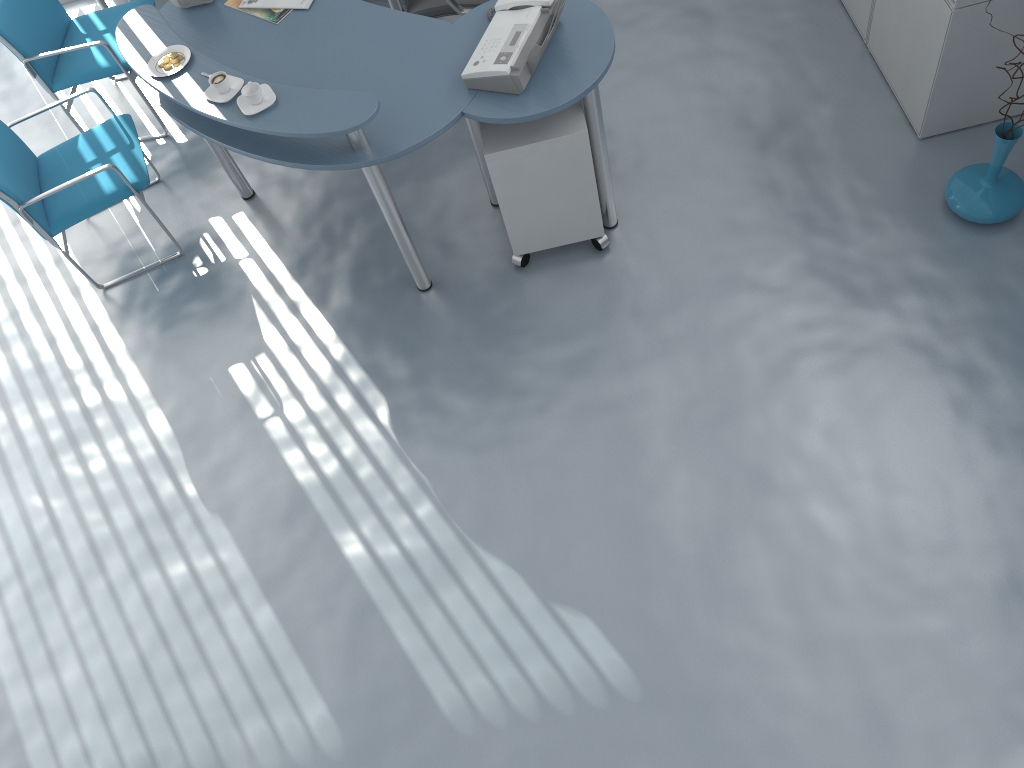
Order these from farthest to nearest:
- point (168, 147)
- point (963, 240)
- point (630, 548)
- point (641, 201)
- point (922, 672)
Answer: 1. point (168, 147)
2. point (641, 201)
3. point (963, 240)
4. point (630, 548)
5. point (922, 672)

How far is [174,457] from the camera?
3.30m

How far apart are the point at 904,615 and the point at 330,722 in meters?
1.7

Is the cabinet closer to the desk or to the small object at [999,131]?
the desk

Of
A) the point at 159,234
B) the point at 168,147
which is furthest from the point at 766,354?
the point at 168,147

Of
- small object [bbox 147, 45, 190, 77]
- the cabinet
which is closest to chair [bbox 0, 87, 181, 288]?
small object [bbox 147, 45, 190, 77]

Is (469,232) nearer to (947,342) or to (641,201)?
(641,201)

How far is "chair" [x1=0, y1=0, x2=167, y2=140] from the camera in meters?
3.9

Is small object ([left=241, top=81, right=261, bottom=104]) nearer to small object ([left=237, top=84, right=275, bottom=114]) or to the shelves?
small object ([left=237, top=84, right=275, bottom=114])

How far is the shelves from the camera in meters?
4.7
